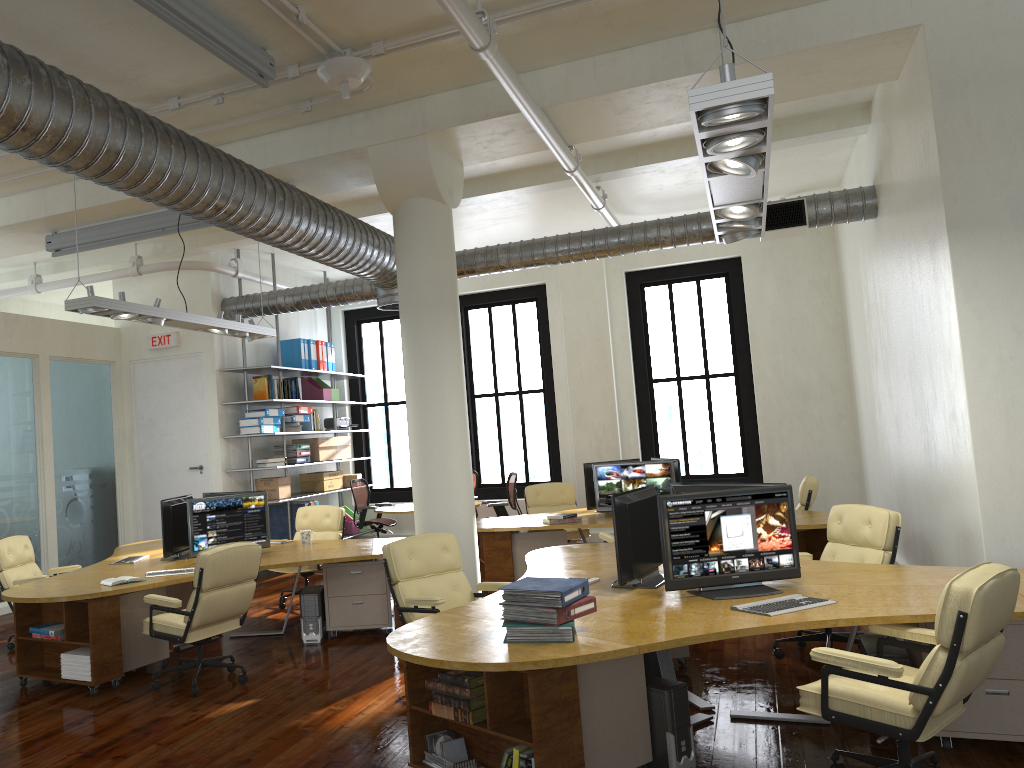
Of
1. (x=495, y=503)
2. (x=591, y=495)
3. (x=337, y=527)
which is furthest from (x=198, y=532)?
(x=495, y=503)

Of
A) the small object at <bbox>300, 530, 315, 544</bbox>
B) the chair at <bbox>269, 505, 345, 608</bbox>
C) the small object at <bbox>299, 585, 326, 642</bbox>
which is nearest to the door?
the chair at <bbox>269, 505, 345, 608</bbox>

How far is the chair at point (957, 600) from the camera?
3.4 meters

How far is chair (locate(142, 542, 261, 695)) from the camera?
6.1m

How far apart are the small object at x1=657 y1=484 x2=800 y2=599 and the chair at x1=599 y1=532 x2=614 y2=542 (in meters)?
3.25

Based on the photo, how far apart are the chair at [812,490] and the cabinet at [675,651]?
3.8 meters

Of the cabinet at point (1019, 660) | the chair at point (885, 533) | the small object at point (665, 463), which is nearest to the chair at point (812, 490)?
the small object at point (665, 463)

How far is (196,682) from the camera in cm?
614

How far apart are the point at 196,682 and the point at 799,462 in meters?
9.5

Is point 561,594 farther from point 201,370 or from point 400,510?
point 201,370
